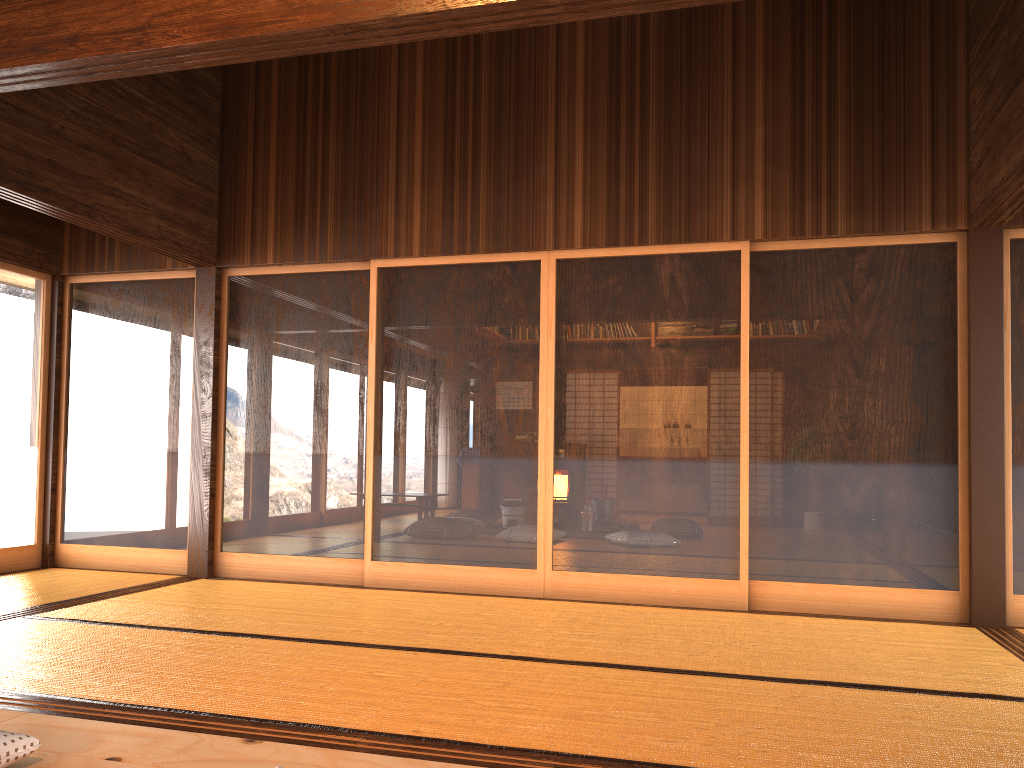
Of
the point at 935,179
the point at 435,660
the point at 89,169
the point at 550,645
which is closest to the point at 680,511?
the point at 550,645

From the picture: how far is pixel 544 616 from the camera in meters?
4.5

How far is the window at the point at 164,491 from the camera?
5.84m

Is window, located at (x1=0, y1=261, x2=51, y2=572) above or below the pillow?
above

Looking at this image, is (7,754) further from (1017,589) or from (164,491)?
(1017,589)

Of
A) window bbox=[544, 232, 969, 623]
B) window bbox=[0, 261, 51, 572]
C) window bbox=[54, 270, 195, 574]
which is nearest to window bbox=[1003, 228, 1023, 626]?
window bbox=[544, 232, 969, 623]

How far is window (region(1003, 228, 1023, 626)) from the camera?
4.52m

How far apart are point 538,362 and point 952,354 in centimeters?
225cm

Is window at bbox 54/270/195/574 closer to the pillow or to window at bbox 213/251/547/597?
window at bbox 213/251/547/597

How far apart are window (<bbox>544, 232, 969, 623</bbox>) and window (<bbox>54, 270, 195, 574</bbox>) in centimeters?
242cm
